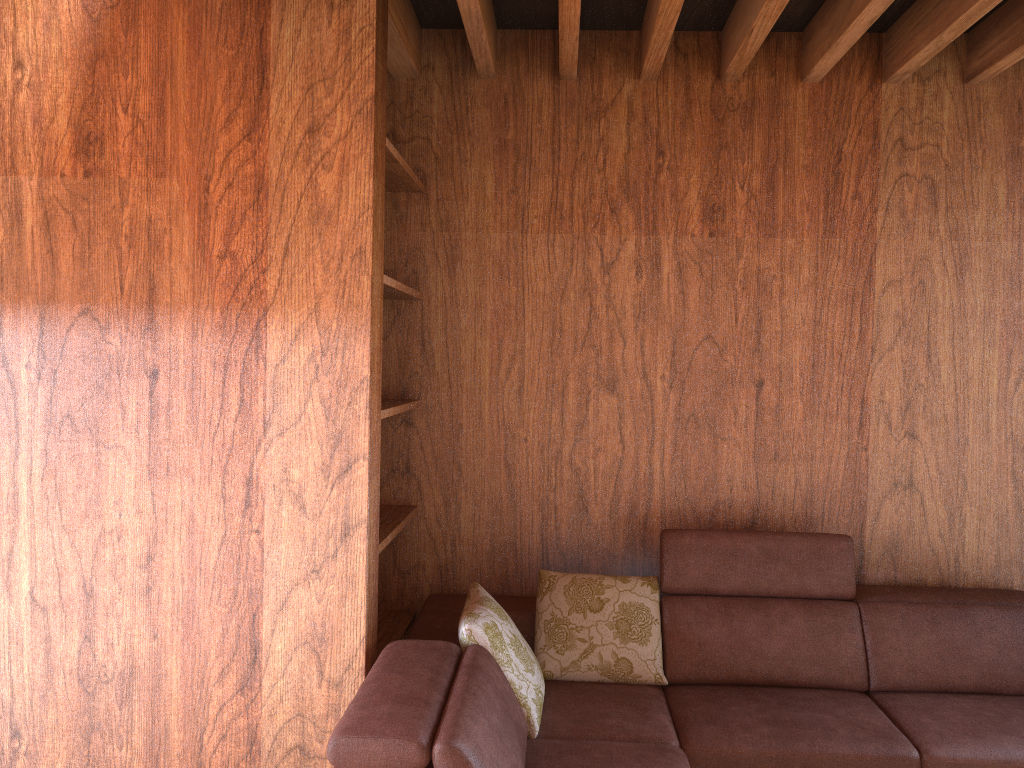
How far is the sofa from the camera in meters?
2.0

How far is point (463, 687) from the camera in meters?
2.0 m
